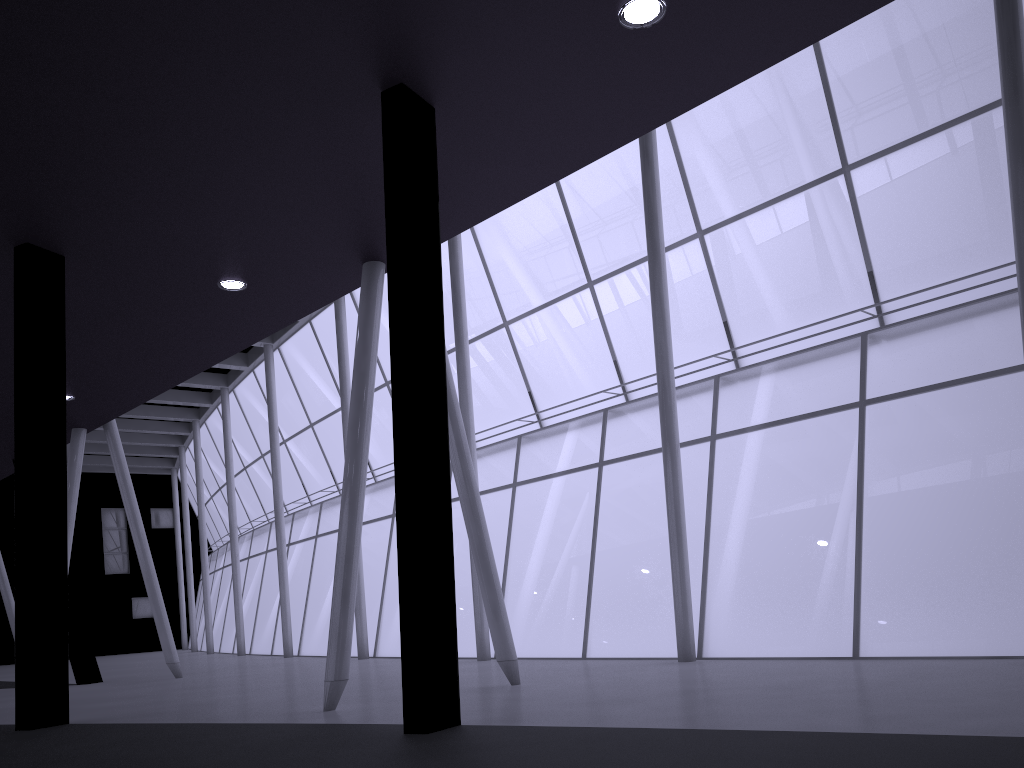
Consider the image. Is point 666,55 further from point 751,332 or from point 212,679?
point 751,332
